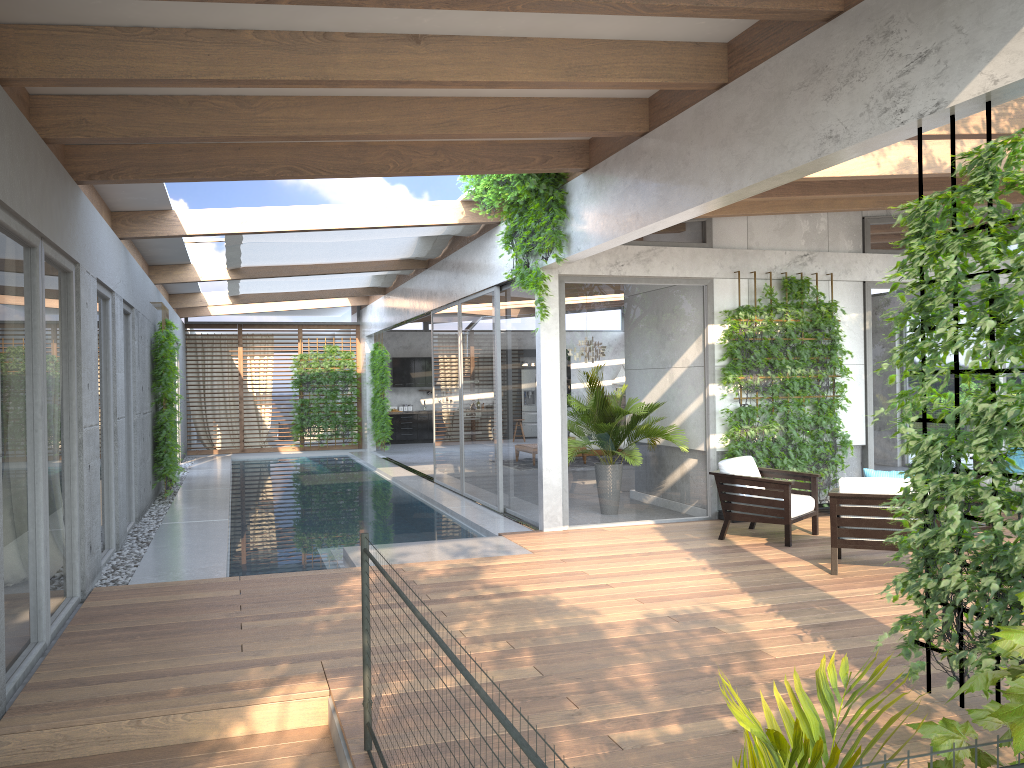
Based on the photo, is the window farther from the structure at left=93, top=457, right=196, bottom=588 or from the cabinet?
the cabinet

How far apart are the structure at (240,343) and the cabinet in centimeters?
291cm

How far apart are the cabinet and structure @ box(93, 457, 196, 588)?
5.74m

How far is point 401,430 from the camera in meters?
23.4 m

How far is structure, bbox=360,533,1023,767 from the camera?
1.7 meters

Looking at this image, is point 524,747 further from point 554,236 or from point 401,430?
point 401,430

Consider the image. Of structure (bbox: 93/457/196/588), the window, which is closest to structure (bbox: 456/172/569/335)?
the window

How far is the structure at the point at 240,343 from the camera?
21.2m

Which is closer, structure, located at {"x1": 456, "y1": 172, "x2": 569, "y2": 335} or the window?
the window

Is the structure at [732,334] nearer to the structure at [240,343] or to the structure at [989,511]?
the structure at [989,511]
